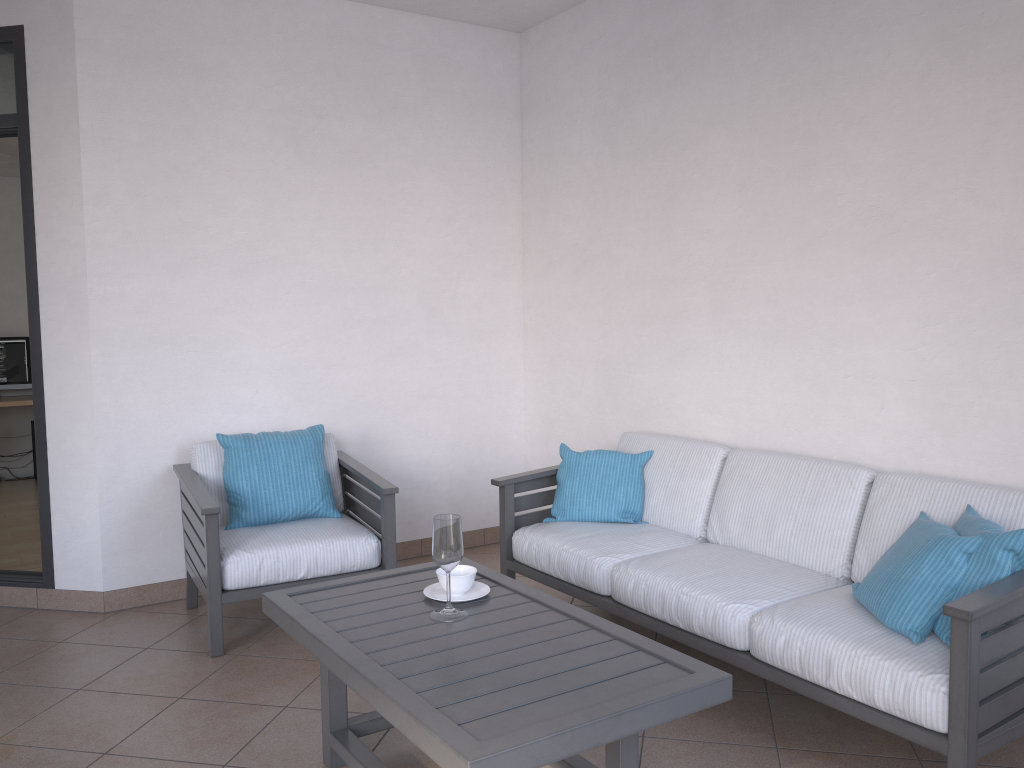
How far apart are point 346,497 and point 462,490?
0.8m

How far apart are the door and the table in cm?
Result: 189

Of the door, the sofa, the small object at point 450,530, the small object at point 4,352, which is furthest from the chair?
the small object at point 4,352

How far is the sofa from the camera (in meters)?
2.22

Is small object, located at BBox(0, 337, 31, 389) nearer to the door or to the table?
the door

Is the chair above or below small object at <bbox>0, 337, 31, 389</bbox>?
below

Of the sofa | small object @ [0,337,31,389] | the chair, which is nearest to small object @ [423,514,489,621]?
the sofa

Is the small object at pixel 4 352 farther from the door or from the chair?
the chair

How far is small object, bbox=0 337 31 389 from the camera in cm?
780

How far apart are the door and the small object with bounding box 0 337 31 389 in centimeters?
425cm
